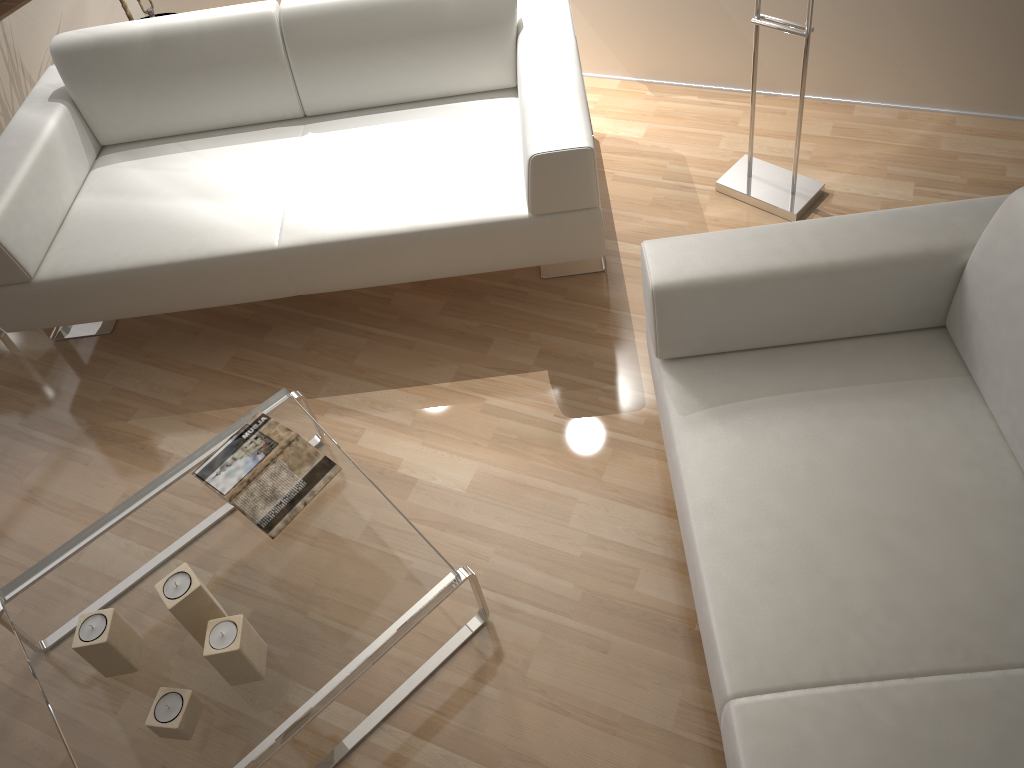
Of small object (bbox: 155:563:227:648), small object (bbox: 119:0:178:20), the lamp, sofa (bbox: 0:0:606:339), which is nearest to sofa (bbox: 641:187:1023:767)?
sofa (bbox: 0:0:606:339)

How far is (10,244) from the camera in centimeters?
234cm

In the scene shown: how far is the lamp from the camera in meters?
2.7

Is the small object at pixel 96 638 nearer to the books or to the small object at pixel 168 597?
the small object at pixel 168 597

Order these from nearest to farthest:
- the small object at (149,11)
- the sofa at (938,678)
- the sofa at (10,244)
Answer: → the sofa at (938,678), the sofa at (10,244), the small object at (149,11)

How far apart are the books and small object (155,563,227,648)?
0.2m

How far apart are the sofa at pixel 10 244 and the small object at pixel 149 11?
0.80m

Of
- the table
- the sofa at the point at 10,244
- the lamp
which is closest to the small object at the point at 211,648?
the table

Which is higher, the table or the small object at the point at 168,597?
the small object at the point at 168,597

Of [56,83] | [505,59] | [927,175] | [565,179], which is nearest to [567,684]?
[565,179]
